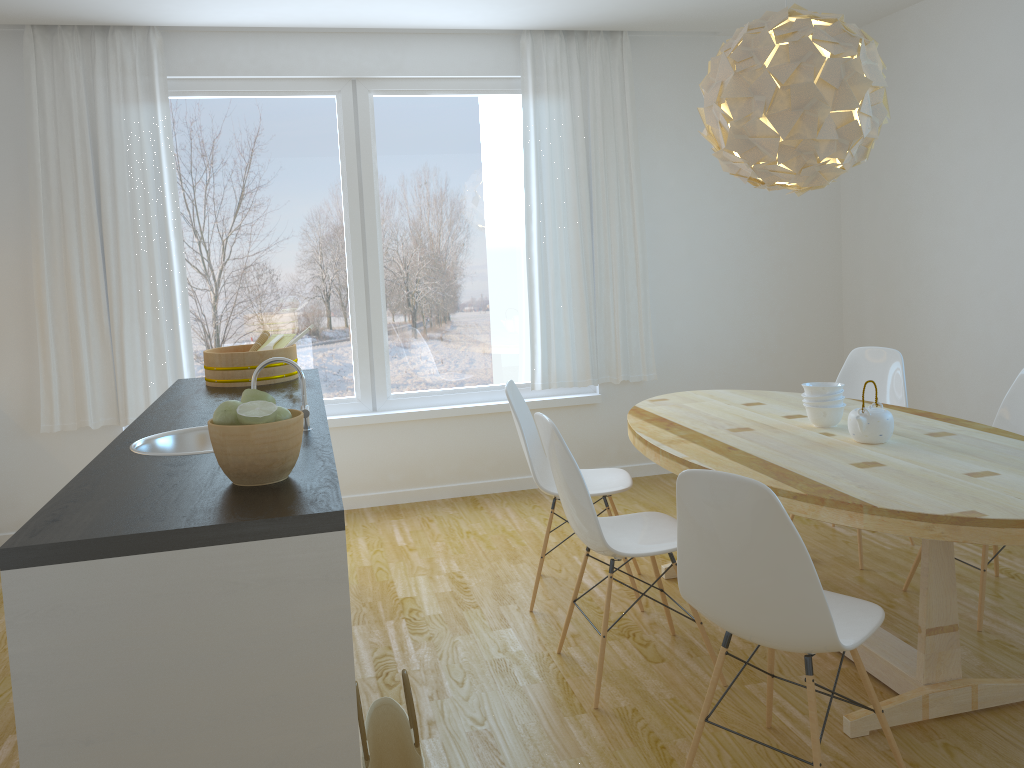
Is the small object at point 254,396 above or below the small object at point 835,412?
above

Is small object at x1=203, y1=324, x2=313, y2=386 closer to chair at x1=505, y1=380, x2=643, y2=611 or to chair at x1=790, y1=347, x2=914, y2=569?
chair at x1=505, y1=380, x2=643, y2=611

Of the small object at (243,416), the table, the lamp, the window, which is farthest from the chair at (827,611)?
the window

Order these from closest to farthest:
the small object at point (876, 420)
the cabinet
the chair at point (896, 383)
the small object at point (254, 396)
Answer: the cabinet → the small object at point (254, 396) → the small object at point (876, 420) → the chair at point (896, 383)

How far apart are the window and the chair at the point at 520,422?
1.5 meters

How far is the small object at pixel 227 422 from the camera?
1.9m

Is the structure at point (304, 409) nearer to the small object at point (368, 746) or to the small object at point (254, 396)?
the small object at point (254, 396)

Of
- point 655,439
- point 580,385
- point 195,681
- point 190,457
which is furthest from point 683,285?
point 195,681

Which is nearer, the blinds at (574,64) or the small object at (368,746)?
the small object at (368,746)

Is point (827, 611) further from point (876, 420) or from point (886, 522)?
point (876, 420)
